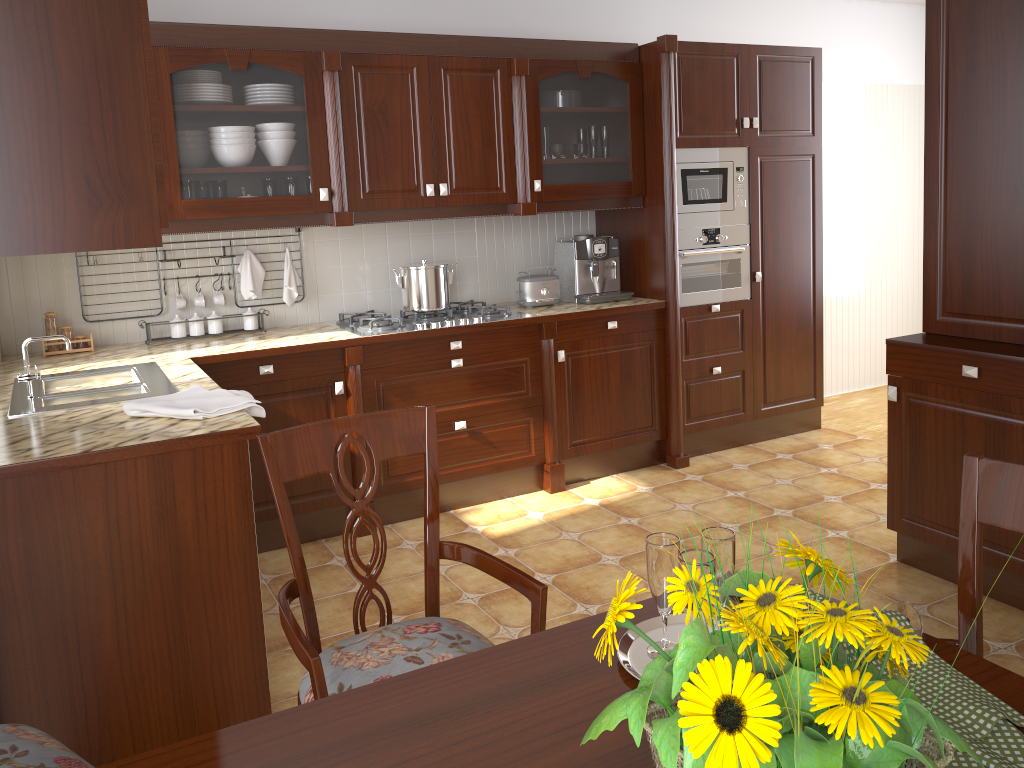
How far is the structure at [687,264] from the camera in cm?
427

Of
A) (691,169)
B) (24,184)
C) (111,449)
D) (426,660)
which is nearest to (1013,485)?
(426,660)

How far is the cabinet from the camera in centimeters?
187cm

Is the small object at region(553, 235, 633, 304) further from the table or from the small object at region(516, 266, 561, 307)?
the table

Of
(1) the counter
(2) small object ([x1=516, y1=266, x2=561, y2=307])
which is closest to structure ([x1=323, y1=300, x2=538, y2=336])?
(1) the counter

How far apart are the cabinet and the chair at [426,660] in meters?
0.7

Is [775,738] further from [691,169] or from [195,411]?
[691,169]

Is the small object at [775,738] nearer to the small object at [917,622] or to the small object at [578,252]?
the small object at [917,622]

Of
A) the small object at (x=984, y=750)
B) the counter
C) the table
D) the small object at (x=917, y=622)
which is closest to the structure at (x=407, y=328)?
the counter

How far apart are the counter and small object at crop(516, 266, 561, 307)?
0.03m
